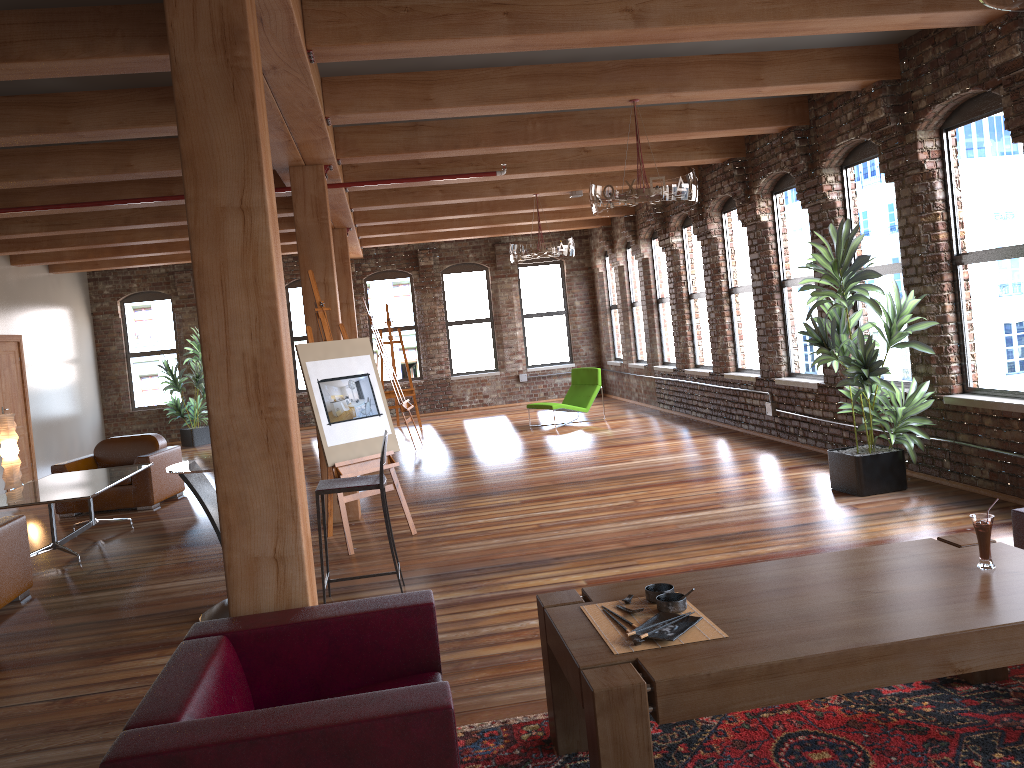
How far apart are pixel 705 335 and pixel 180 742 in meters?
10.5

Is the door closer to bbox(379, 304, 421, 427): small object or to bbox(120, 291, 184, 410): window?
bbox(120, 291, 184, 410): window

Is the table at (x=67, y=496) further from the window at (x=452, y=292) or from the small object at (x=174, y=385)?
the window at (x=452, y=292)

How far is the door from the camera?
12.26m

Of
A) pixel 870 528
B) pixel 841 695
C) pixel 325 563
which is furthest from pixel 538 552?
pixel 841 695

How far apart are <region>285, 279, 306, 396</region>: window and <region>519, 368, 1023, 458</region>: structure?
4.20m

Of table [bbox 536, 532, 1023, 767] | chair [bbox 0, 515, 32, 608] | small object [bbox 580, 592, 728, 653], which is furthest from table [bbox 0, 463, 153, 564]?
small object [bbox 580, 592, 728, 653]

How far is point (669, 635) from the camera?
2.71m

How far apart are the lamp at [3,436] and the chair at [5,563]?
5.09m

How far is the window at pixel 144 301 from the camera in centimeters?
1632cm
